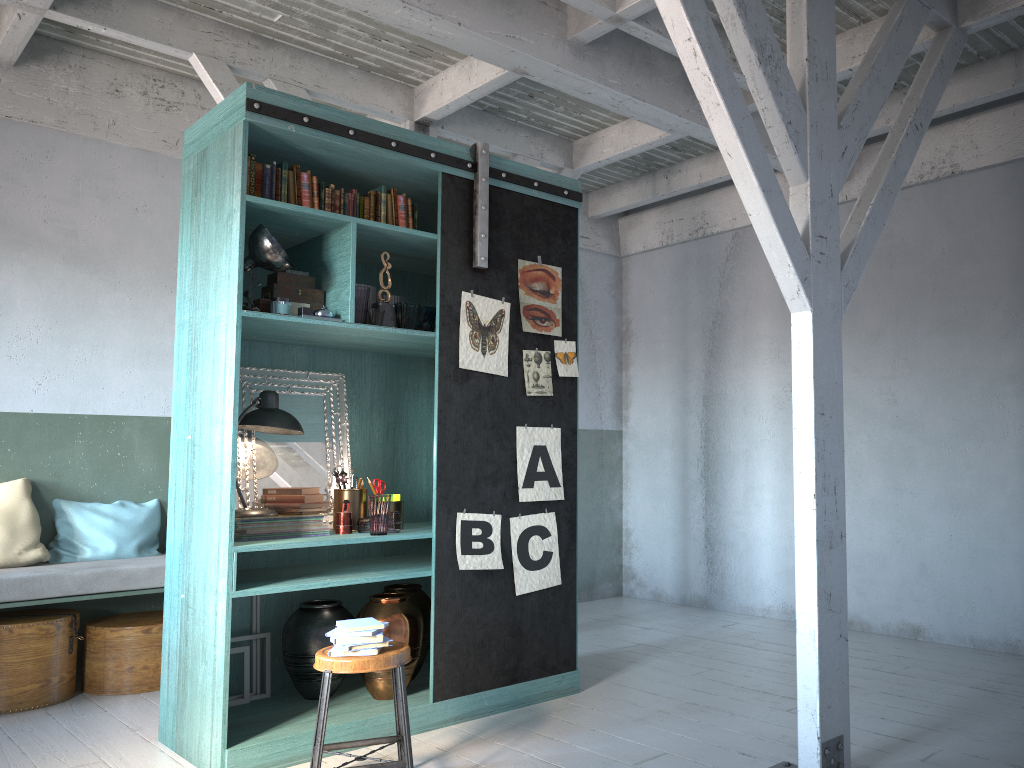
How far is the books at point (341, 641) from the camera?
3.97m

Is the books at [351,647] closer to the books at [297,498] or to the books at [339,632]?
the books at [339,632]

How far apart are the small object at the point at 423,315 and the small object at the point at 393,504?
1.09m

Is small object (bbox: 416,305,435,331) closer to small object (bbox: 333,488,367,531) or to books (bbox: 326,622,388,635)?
small object (bbox: 333,488,367,531)

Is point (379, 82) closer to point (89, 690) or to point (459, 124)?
point (459, 124)

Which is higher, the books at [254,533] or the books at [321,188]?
the books at [321,188]

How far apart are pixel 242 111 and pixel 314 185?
0.57m

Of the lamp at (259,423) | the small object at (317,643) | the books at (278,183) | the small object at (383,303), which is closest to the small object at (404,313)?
the small object at (383,303)

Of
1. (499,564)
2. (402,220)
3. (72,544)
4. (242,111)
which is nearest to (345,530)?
(499,564)

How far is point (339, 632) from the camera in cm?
400
